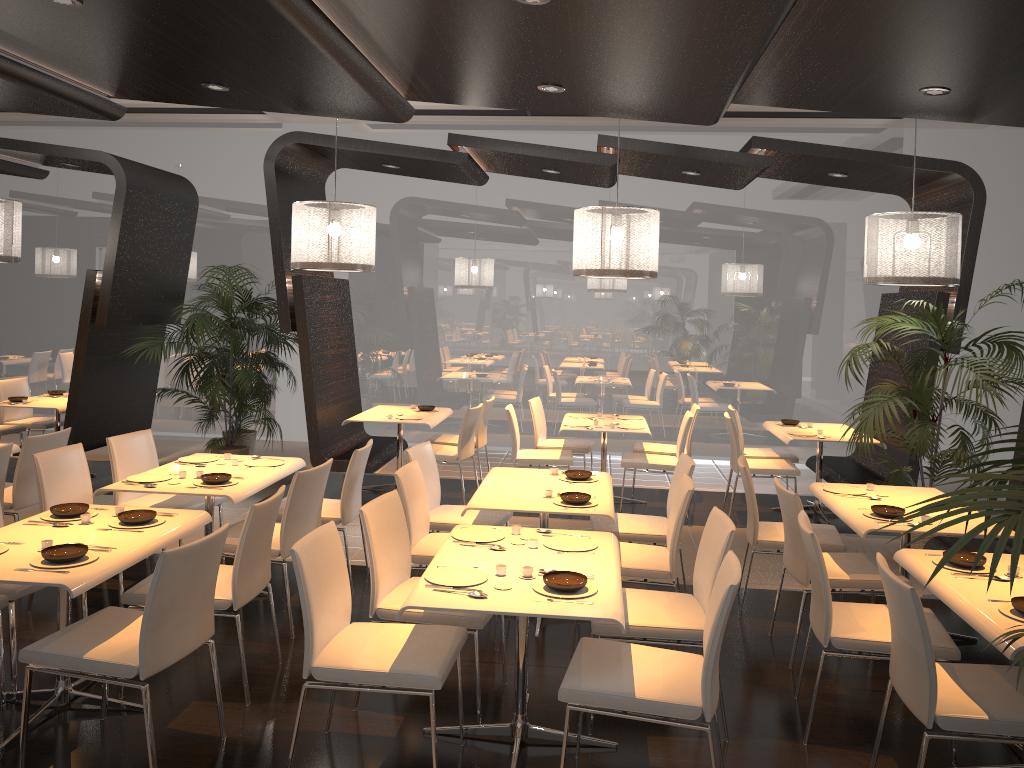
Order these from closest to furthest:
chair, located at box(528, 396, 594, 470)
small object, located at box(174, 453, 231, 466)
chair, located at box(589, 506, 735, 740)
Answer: chair, located at box(589, 506, 735, 740) < small object, located at box(174, 453, 231, 466) < chair, located at box(528, 396, 594, 470)

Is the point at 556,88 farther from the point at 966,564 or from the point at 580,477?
the point at 966,564

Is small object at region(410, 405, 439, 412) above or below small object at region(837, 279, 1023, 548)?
below

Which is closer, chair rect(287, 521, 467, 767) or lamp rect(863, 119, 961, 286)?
chair rect(287, 521, 467, 767)

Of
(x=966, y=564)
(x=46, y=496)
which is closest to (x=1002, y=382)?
(x=966, y=564)

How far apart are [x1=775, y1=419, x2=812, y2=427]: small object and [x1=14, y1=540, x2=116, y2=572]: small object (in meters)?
6.25

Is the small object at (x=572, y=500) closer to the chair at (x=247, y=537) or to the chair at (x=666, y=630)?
the chair at (x=666, y=630)

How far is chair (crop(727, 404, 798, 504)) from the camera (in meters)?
8.05

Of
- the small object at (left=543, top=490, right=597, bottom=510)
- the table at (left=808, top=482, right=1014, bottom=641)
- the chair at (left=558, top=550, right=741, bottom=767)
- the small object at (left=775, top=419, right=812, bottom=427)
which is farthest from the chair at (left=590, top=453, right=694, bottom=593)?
the small object at (left=775, top=419, right=812, bottom=427)

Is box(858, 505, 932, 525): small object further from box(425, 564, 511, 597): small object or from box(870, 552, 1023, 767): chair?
box(425, 564, 511, 597): small object
